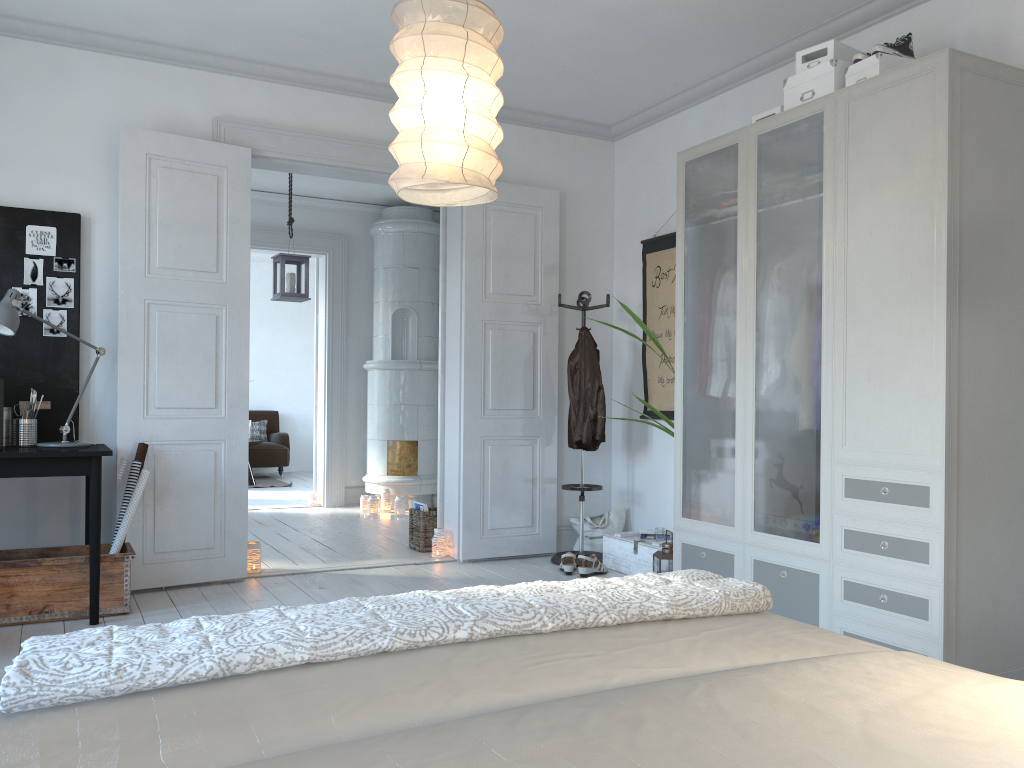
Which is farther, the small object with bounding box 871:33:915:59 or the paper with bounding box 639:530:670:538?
the paper with bounding box 639:530:670:538

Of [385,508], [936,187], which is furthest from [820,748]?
[385,508]

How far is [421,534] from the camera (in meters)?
5.76

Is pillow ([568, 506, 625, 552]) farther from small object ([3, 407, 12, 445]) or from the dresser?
small object ([3, 407, 12, 445])

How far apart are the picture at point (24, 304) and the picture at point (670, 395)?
3.43m

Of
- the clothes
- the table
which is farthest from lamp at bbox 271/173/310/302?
the table

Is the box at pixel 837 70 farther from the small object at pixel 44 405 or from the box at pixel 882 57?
the small object at pixel 44 405

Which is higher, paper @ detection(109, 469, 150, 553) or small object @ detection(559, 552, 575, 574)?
paper @ detection(109, 469, 150, 553)

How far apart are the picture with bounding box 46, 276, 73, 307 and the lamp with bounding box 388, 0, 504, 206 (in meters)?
2.53

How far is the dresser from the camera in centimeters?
298cm
